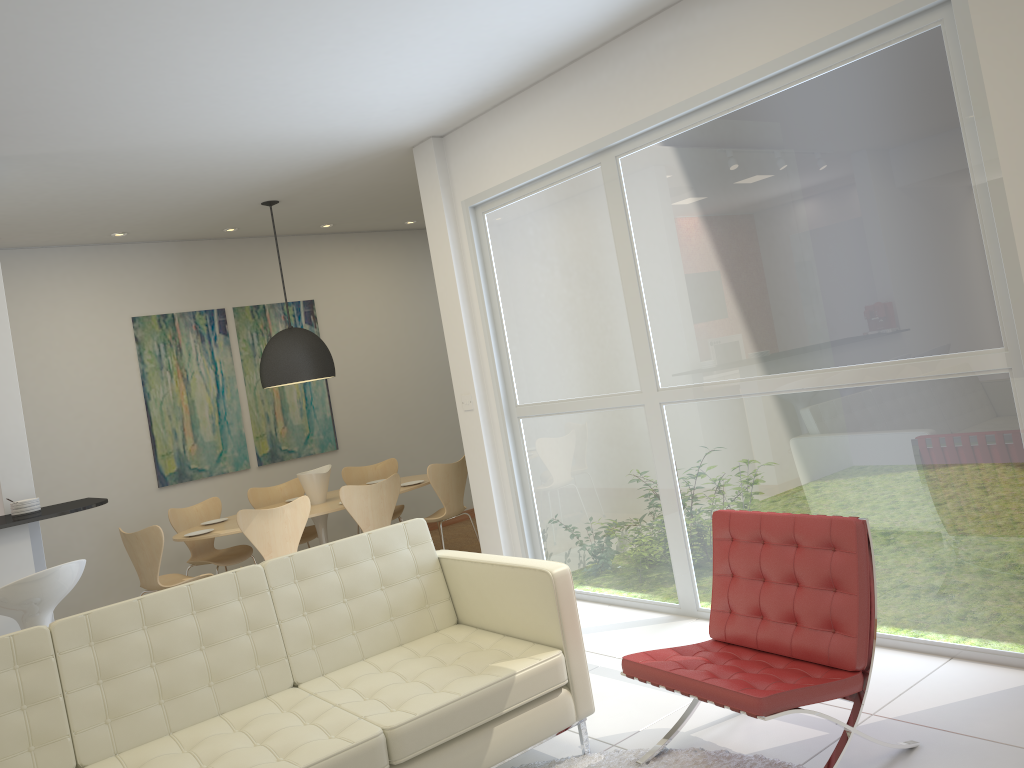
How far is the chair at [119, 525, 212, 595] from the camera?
6.01m

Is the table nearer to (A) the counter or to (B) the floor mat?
(A) the counter

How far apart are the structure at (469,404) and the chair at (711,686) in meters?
2.7

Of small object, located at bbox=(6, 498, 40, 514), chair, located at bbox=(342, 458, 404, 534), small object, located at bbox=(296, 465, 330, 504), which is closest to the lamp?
small object, located at bbox=(296, 465, 330, 504)

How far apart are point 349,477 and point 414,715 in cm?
519

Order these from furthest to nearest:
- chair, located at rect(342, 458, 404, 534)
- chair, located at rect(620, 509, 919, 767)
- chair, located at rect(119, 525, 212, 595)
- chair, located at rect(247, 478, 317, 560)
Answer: chair, located at rect(342, 458, 404, 534) < chair, located at rect(247, 478, 317, 560) < chair, located at rect(119, 525, 212, 595) < chair, located at rect(620, 509, 919, 767)

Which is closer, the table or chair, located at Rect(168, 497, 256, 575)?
the table

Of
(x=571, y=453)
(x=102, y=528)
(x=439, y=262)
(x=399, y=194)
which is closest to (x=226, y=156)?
(x=439, y=262)

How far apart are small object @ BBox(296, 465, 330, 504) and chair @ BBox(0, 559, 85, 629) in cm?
301

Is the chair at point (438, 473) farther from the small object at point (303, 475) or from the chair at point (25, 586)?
the chair at point (25, 586)
